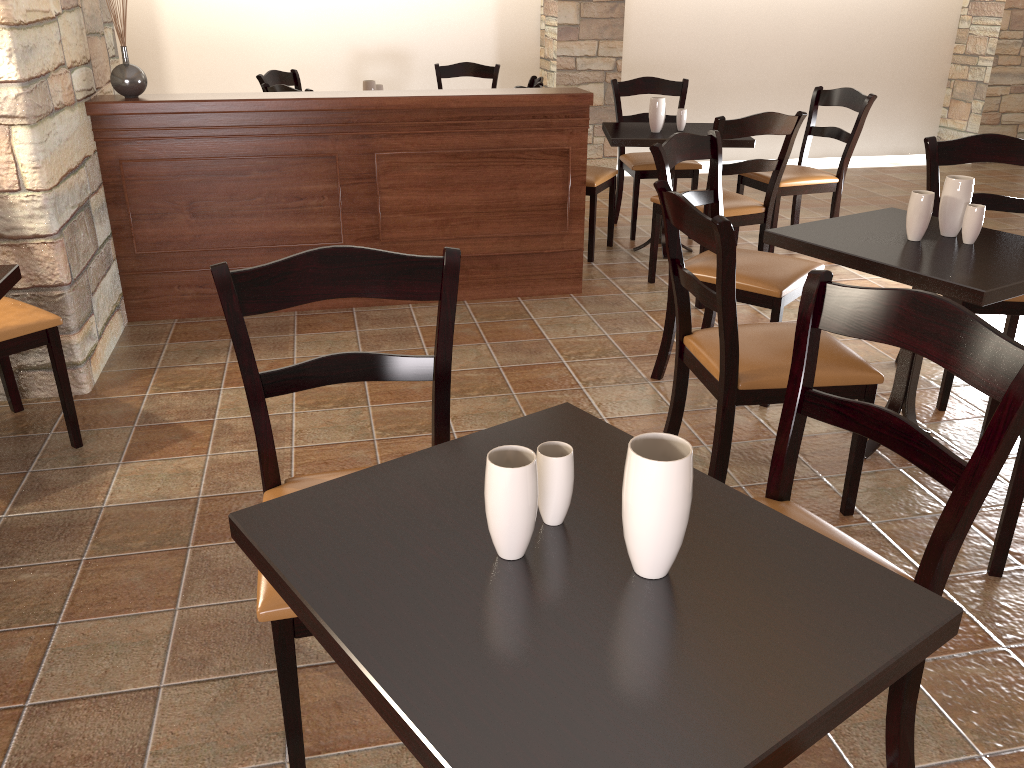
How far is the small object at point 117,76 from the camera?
3.4m

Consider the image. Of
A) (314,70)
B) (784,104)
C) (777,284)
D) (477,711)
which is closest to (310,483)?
(477,711)

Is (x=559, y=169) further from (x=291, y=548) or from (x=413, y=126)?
(x=291, y=548)

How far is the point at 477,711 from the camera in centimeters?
87cm

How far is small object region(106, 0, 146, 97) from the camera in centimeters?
345cm

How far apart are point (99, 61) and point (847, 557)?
3.7m

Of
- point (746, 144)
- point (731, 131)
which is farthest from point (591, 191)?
point (731, 131)

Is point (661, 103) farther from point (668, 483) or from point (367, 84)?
point (668, 483)

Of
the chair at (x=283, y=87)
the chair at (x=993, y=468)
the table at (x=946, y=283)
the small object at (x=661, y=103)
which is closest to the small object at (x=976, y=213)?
the table at (x=946, y=283)

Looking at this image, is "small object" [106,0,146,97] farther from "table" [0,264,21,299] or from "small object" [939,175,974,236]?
"small object" [939,175,974,236]
